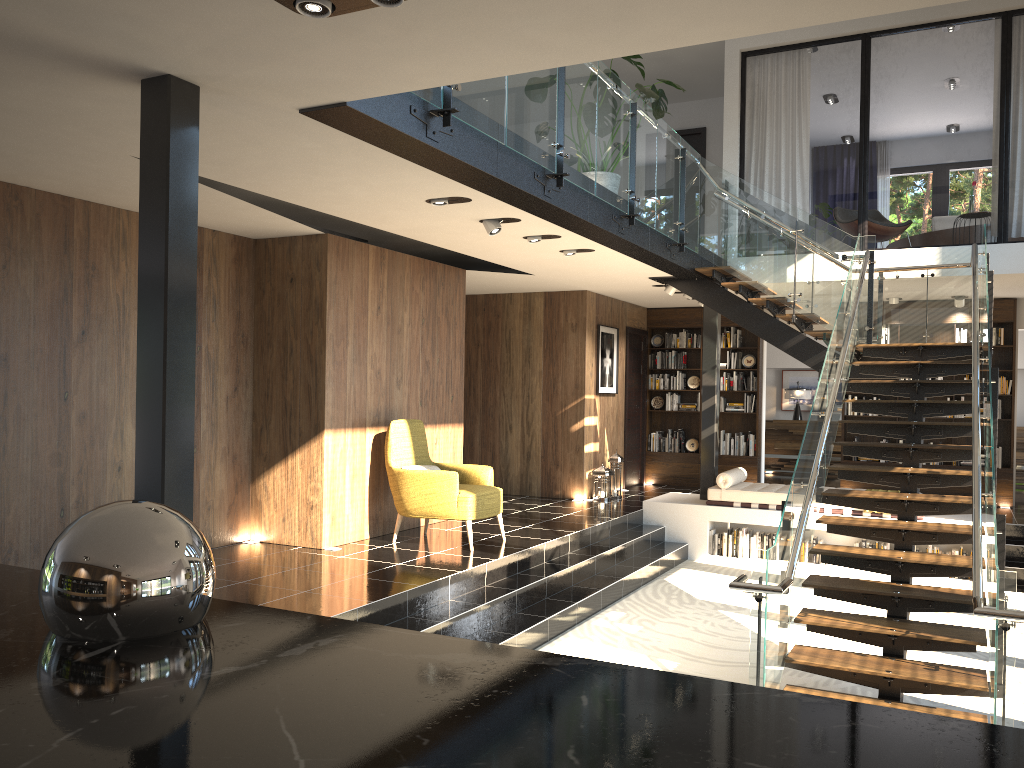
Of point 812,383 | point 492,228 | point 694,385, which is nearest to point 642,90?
point 492,228

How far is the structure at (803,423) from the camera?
15.6 meters

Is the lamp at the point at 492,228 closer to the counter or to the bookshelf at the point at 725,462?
the counter

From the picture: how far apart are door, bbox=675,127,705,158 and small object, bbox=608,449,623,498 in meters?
4.9

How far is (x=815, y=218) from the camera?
8.91m

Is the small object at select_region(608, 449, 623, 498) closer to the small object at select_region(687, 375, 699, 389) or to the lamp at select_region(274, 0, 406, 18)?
the small object at select_region(687, 375, 699, 389)

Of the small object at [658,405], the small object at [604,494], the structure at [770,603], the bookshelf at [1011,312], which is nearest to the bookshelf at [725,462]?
the small object at [658,405]

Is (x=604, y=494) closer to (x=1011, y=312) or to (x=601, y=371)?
(x=601, y=371)

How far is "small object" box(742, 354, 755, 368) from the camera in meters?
12.9 m

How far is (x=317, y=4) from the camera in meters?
3.1
